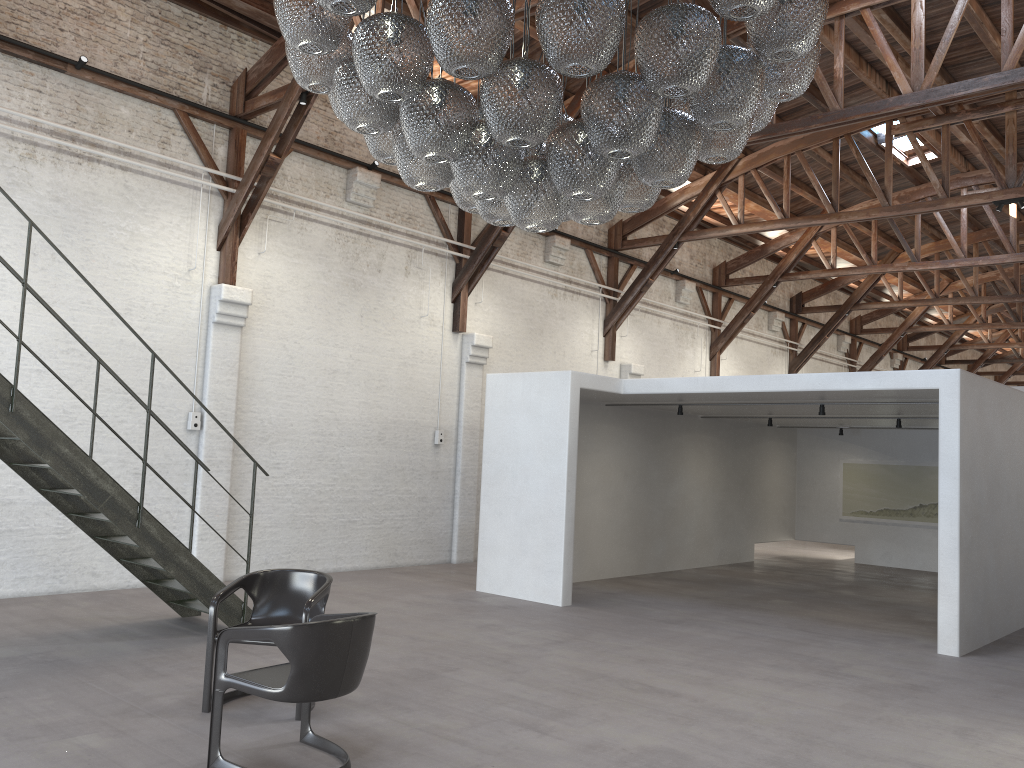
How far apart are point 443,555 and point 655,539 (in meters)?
3.03

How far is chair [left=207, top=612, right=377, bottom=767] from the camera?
4.0 meters

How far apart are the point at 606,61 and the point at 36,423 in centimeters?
474cm

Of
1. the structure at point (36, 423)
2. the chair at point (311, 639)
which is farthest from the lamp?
the structure at point (36, 423)

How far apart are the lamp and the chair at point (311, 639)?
2.02m

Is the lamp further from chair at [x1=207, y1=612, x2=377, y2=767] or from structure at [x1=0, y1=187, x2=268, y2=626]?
structure at [x1=0, y1=187, x2=268, y2=626]

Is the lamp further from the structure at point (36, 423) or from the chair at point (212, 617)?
the structure at point (36, 423)

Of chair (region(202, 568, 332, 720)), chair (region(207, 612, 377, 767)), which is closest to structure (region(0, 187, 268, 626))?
chair (region(202, 568, 332, 720))

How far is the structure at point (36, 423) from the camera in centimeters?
610cm

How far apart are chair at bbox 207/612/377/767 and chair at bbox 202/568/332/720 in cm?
41
